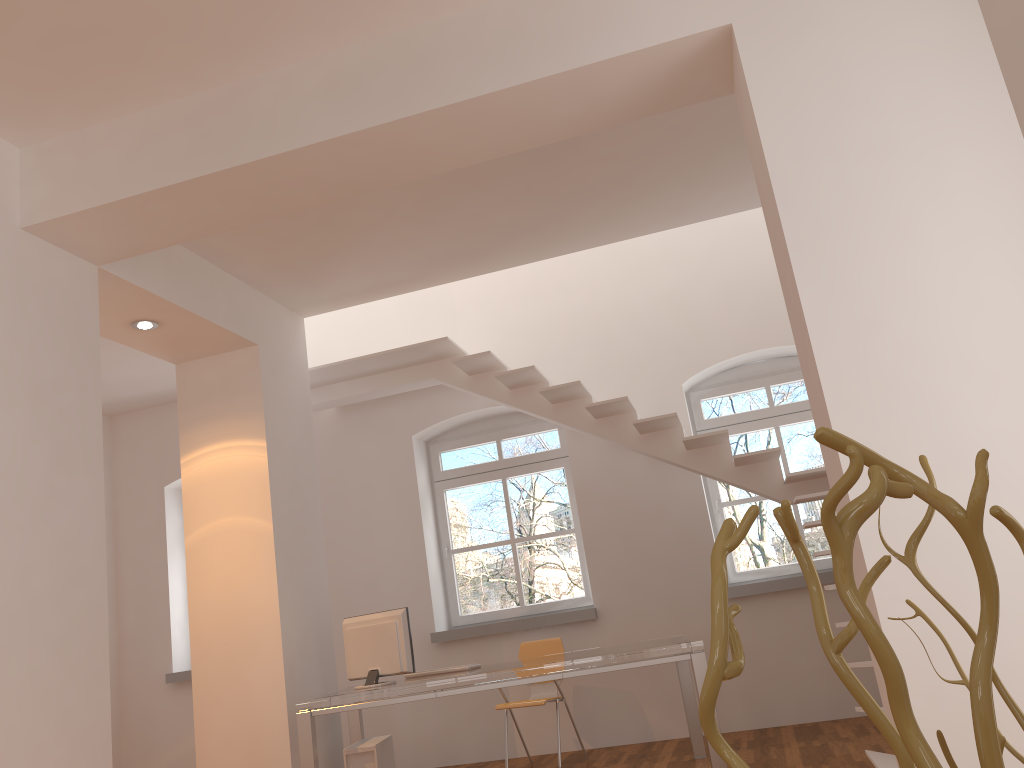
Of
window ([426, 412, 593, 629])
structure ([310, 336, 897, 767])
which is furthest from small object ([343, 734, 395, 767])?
structure ([310, 336, 897, 767])

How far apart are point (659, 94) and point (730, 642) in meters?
3.4 m

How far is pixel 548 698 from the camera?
6.05m

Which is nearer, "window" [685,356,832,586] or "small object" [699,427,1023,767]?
"small object" [699,427,1023,767]

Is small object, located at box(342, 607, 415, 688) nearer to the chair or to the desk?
the desk

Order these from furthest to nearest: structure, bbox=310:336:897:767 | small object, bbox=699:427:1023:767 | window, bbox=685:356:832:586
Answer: window, bbox=685:356:832:586 < structure, bbox=310:336:897:767 < small object, bbox=699:427:1023:767

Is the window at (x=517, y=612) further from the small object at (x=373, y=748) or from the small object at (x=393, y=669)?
the small object at (x=393, y=669)

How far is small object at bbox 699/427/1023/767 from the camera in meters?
0.6

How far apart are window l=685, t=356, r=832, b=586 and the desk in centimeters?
139cm

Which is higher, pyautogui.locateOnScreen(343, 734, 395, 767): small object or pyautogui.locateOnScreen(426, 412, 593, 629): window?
pyautogui.locateOnScreen(426, 412, 593, 629): window
